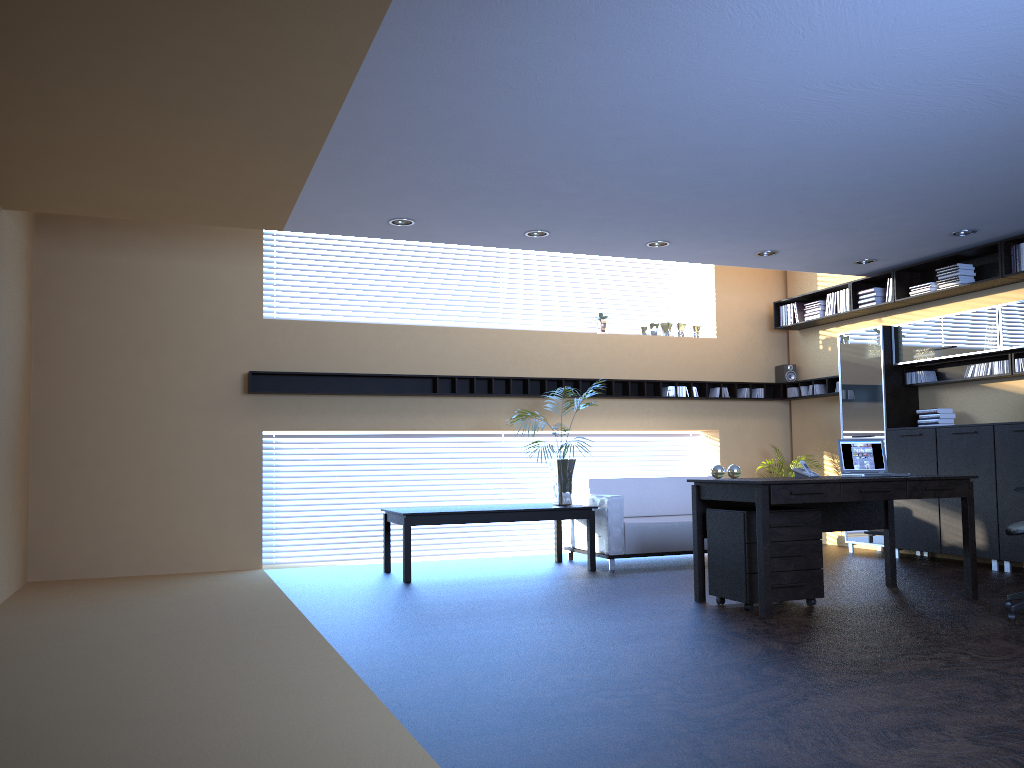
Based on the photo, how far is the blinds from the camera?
9.51m

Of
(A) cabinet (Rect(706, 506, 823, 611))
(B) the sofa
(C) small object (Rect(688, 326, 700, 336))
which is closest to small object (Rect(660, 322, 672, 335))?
(C) small object (Rect(688, 326, 700, 336))

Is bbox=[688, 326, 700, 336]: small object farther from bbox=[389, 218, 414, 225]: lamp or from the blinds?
bbox=[389, 218, 414, 225]: lamp

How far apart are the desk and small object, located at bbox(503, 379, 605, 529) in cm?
230

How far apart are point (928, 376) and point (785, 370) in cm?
220

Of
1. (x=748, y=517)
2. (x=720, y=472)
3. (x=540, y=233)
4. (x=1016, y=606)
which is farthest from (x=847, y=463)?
(x=540, y=233)

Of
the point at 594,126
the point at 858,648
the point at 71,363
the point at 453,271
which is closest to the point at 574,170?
the point at 594,126

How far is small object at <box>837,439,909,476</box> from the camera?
6.68m

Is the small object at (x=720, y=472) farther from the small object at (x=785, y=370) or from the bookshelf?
the small object at (x=785, y=370)

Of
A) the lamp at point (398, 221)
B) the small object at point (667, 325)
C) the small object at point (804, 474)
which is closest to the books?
the small object at point (667, 325)
